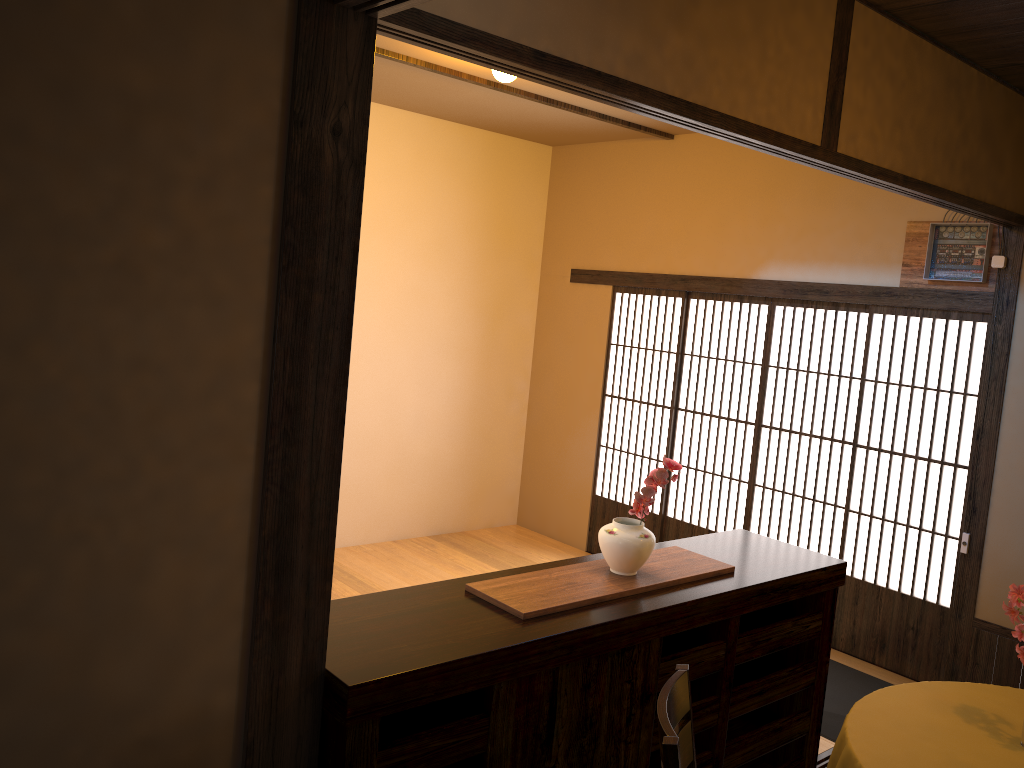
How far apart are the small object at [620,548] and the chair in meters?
0.6

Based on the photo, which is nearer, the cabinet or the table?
the cabinet

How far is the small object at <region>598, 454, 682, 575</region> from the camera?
2.86m

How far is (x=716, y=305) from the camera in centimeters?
976cm

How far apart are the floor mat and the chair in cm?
213

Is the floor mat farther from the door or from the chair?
the chair

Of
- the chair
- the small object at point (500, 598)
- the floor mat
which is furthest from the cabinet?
the floor mat

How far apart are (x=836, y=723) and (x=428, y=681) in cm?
286

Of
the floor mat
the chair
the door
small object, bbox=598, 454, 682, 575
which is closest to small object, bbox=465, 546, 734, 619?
small object, bbox=598, 454, 682, 575

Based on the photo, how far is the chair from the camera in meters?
1.9 m
